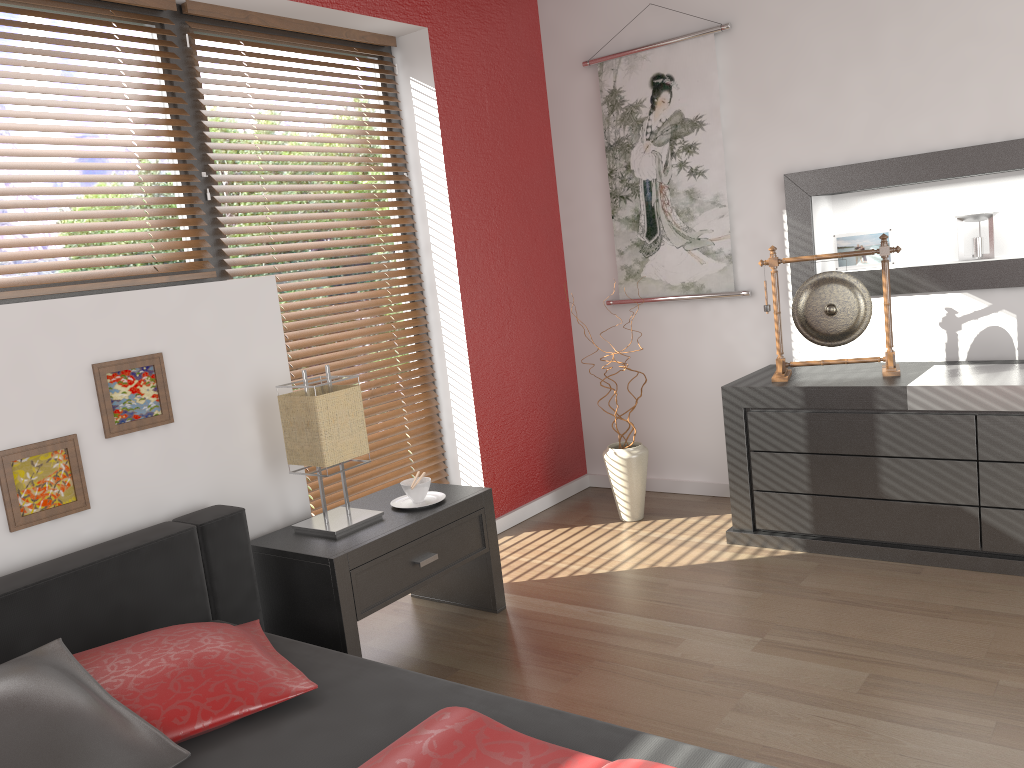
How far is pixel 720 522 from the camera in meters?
3.6 m

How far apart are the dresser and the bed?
1.8 meters

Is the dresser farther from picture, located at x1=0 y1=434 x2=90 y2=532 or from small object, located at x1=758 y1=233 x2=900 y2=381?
picture, located at x1=0 y1=434 x2=90 y2=532

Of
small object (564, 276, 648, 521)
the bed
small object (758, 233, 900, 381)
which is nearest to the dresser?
small object (758, 233, 900, 381)

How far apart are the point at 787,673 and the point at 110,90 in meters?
2.6 m

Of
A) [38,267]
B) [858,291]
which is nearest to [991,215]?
[858,291]

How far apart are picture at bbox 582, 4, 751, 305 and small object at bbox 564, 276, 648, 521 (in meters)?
0.67

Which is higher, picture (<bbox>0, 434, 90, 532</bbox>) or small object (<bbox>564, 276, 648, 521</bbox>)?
picture (<bbox>0, 434, 90, 532</bbox>)

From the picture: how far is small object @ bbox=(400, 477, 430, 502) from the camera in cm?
282

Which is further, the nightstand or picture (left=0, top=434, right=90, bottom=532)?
the nightstand
